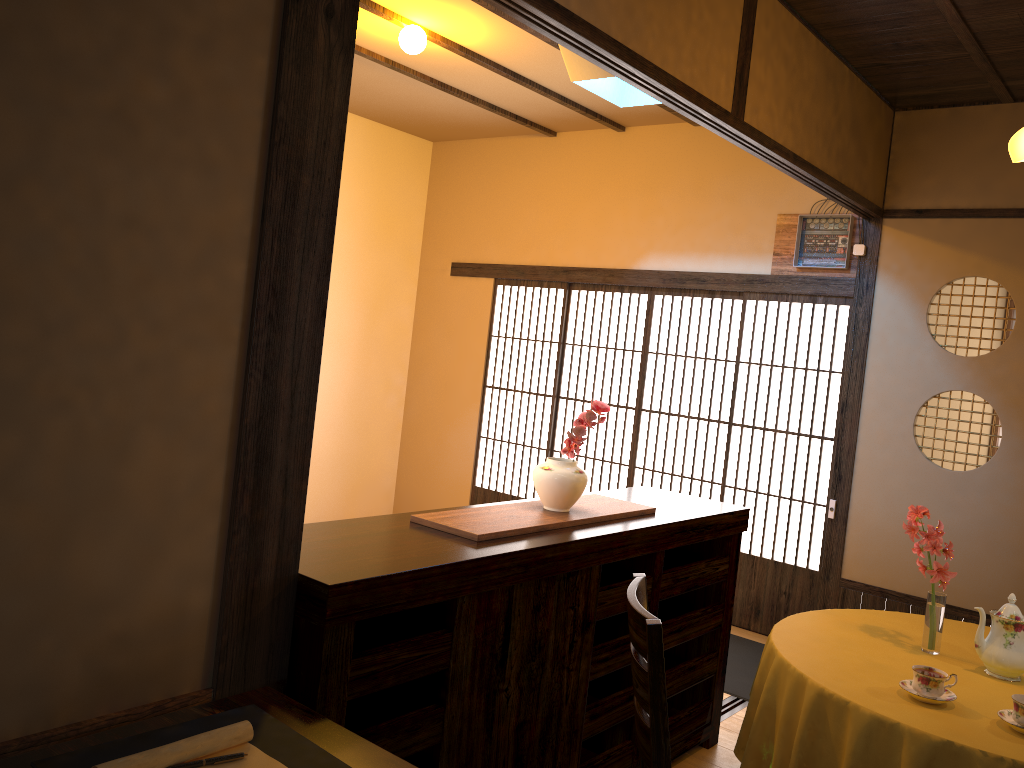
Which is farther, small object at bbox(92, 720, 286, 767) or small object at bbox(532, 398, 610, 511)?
small object at bbox(532, 398, 610, 511)

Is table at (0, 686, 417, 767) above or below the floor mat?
above

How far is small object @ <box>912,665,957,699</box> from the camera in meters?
2.4 m

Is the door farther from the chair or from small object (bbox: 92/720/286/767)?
small object (bbox: 92/720/286/767)

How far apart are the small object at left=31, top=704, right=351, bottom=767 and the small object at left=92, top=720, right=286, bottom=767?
0.01m

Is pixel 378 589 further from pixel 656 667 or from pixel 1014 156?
pixel 1014 156

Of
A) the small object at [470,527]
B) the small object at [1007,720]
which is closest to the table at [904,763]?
the small object at [1007,720]

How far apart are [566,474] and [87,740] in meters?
1.7

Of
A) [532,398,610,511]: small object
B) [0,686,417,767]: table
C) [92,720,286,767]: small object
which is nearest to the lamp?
[532,398,610,511]: small object

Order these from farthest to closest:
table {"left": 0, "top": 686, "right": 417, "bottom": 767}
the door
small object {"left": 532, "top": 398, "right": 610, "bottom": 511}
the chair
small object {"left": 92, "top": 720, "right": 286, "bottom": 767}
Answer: the door
small object {"left": 532, "top": 398, "right": 610, "bottom": 511}
the chair
table {"left": 0, "top": 686, "right": 417, "bottom": 767}
small object {"left": 92, "top": 720, "right": 286, "bottom": 767}
